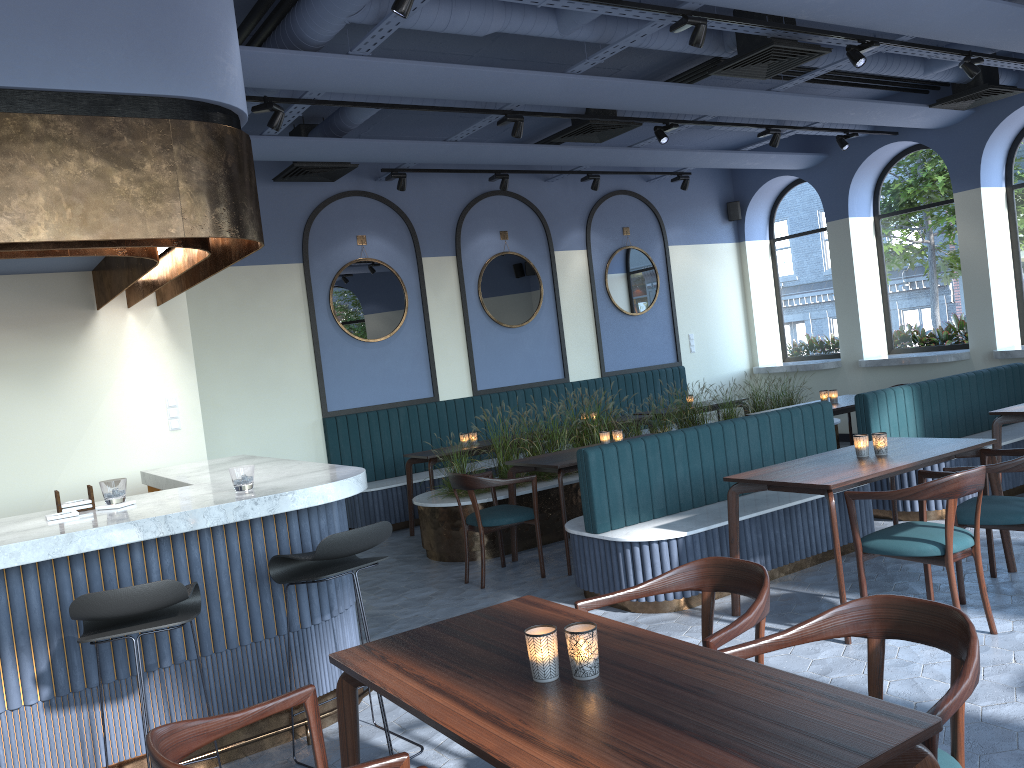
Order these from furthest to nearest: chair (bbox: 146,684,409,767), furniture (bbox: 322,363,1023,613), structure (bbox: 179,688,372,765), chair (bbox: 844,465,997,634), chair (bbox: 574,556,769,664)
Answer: furniture (bbox: 322,363,1023,613) → chair (bbox: 844,465,997,634) → structure (bbox: 179,688,372,765) → chair (bbox: 574,556,769,664) → chair (bbox: 146,684,409,767)

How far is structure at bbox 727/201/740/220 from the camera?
11.7 meters

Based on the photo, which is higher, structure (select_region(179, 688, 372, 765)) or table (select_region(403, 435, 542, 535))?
table (select_region(403, 435, 542, 535))

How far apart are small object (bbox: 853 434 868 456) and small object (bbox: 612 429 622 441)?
2.18m

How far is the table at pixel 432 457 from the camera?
7.7 meters

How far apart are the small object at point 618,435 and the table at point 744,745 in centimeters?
34cm

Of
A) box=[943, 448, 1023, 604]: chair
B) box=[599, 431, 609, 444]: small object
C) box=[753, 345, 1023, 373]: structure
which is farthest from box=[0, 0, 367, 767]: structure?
box=[753, 345, 1023, 373]: structure

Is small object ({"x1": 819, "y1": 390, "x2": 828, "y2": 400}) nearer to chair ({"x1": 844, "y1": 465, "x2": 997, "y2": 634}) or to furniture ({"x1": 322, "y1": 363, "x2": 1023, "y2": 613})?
furniture ({"x1": 322, "y1": 363, "x2": 1023, "y2": 613})

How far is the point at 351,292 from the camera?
8.9m

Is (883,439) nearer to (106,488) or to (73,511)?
(106,488)
